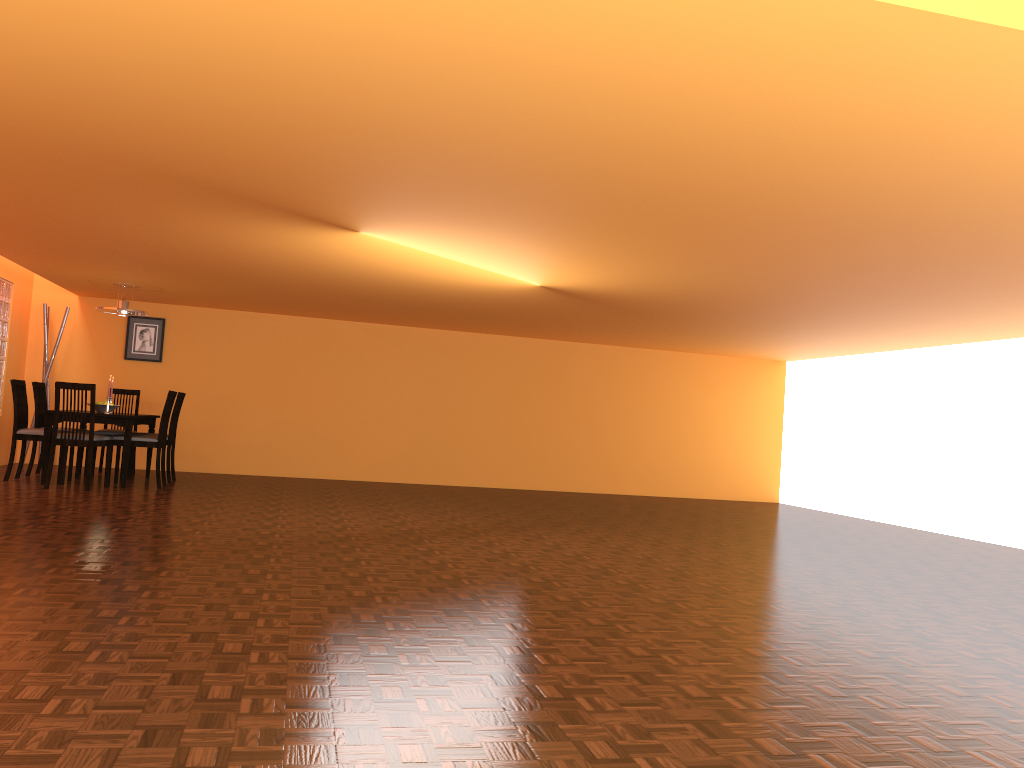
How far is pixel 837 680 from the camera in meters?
2.7 m

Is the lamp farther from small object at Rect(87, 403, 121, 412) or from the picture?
the picture

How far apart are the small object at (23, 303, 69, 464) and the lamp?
1.3m

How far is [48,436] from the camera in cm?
686

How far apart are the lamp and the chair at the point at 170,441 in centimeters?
84cm

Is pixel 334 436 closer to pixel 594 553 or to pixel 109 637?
pixel 594 553

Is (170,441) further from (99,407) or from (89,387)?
(89,387)

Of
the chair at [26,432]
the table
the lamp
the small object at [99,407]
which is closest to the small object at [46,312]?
the table

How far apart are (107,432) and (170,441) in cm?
69

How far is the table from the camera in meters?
6.9
